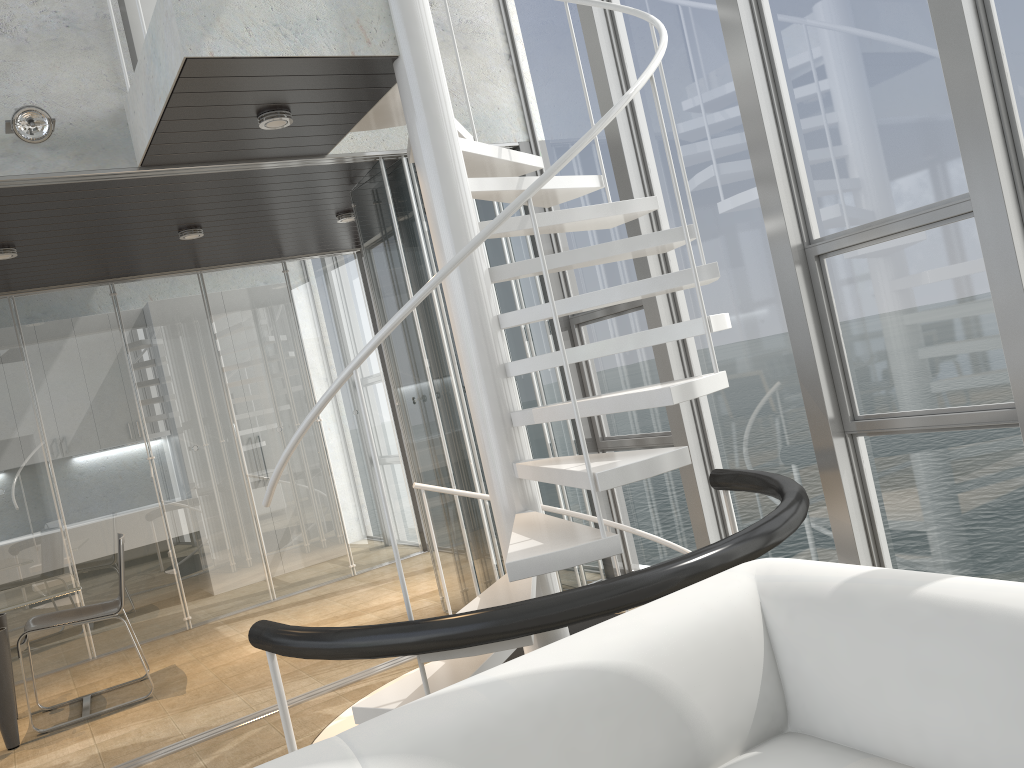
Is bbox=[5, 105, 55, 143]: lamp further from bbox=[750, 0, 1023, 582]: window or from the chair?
bbox=[750, 0, 1023, 582]: window

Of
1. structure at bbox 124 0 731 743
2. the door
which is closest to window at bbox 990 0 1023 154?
structure at bbox 124 0 731 743

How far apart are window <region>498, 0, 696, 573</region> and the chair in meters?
2.8 m

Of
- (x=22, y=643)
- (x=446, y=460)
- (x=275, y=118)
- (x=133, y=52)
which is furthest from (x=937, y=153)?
(x=22, y=643)

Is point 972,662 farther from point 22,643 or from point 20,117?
point 22,643

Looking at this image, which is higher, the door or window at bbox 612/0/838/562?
the door

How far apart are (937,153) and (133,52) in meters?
3.6

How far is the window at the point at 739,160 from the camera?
4.04m

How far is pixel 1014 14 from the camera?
2.9m

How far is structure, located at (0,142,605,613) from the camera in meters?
4.9
